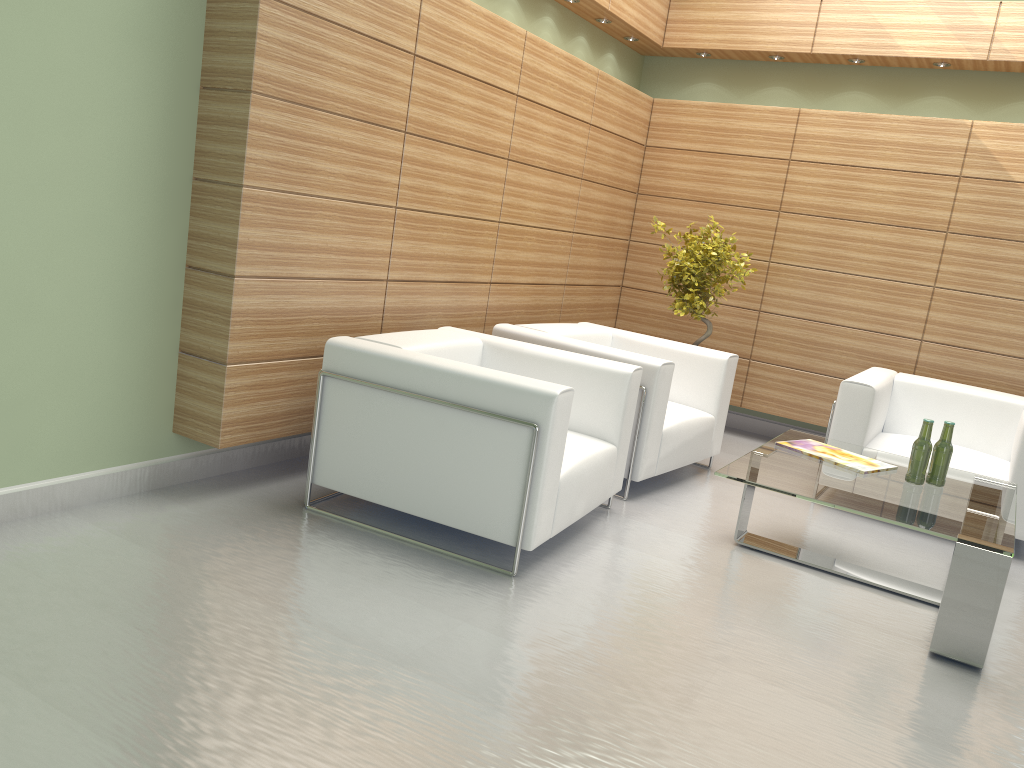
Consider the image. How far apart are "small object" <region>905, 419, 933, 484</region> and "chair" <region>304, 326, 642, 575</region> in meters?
2.0

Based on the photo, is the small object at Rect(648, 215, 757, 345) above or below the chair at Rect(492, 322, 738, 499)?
above

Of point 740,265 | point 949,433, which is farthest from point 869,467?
point 740,265

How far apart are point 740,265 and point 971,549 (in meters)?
4.80

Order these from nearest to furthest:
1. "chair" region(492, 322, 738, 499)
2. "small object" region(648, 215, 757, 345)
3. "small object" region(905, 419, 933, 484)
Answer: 1. "small object" region(905, 419, 933, 484)
2. "chair" region(492, 322, 738, 499)
3. "small object" region(648, 215, 757, 345)

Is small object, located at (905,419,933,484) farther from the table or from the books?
the books

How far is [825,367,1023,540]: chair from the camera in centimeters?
801cm

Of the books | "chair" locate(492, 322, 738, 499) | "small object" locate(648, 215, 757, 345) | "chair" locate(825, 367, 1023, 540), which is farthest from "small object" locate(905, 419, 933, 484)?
"small object" locate(648, 215, 757, 345)

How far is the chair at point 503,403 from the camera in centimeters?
553cm

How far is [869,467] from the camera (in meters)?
6.59
